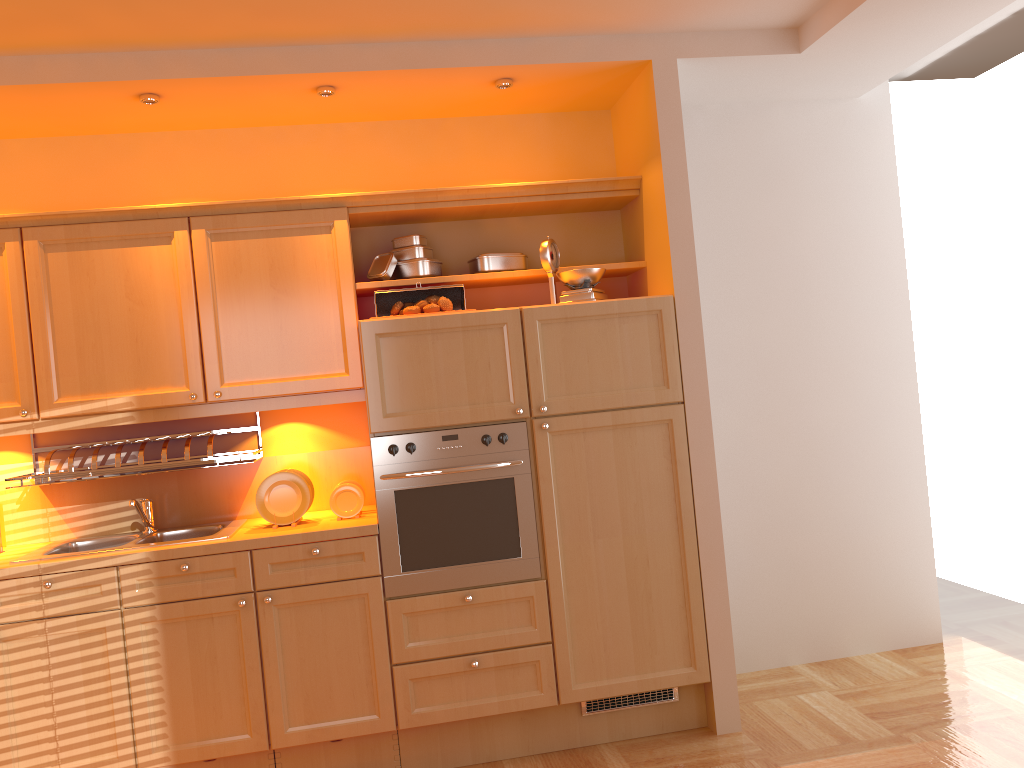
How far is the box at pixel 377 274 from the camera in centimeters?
356cm

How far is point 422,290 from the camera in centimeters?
349cm

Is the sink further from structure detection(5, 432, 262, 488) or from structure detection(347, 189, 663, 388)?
structure detection(347, 189, 663, 388)

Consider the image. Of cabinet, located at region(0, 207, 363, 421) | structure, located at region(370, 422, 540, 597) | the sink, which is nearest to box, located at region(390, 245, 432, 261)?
cabinet, located at region(0, 207, 363, 421)

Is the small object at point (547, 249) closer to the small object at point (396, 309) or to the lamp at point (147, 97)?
the small object at point (396, 309)

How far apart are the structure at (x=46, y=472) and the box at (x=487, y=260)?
1.3 meters

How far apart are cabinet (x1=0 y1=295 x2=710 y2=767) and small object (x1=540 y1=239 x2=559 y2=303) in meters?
0.2

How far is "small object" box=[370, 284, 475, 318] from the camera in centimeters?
349cm

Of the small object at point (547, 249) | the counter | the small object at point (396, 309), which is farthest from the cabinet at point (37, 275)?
the small object at point (547, 249)

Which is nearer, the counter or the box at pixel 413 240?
the counter
